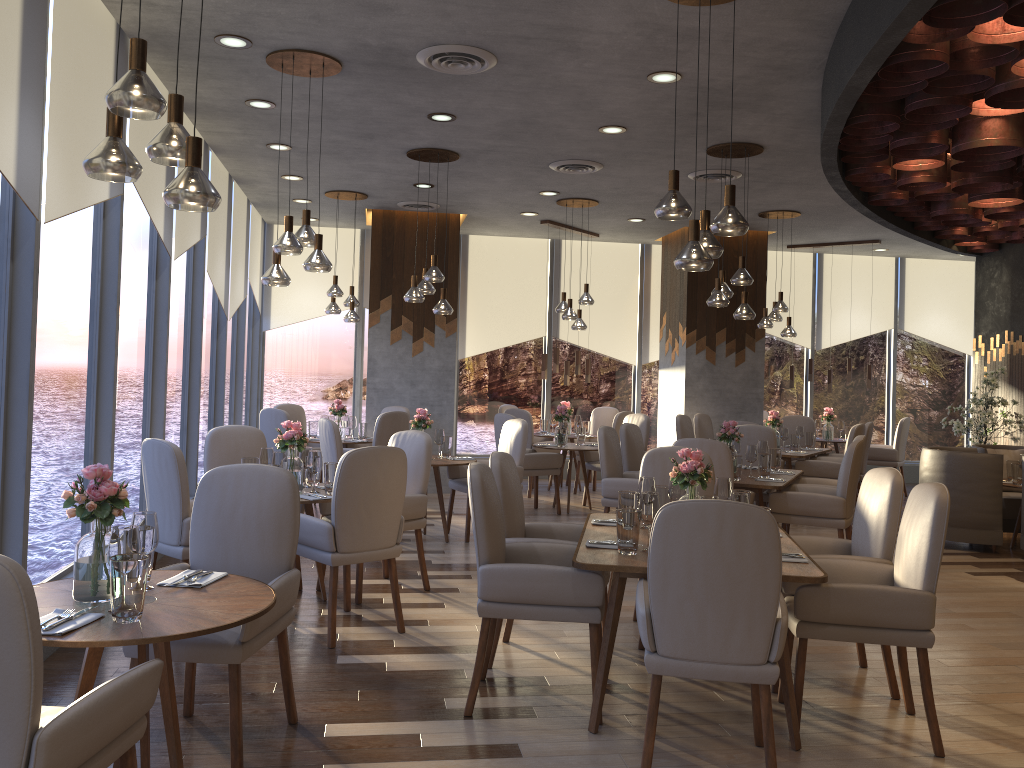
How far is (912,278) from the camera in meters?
12.6

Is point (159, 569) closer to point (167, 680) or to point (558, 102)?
point (167, 680)

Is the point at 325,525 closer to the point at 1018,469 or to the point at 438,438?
the point at 438,438

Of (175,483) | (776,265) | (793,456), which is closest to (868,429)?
(793,456)

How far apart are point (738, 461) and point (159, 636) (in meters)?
4.78

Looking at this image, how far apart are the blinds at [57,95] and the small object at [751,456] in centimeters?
456cm

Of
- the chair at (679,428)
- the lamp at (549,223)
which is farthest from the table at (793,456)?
the lamp at (549,223)

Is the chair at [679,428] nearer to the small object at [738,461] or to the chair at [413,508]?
the small object at [738,461]

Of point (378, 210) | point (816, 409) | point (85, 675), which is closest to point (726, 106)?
point (85, 675)

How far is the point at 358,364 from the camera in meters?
11.4 m
